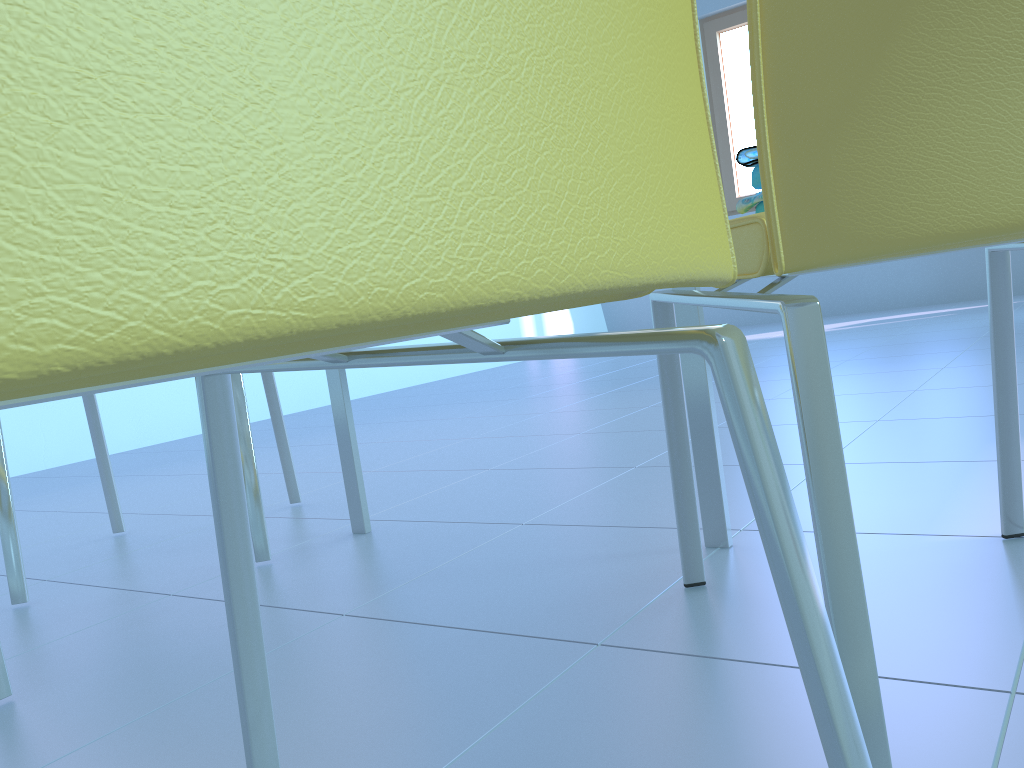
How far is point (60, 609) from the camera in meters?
1.3

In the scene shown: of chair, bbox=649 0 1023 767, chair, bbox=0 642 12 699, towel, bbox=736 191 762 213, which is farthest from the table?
chair, bbox=0 642 12 699

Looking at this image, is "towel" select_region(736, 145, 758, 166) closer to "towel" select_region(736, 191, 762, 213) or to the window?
"towel" select_region(736, 191, 762, 213)

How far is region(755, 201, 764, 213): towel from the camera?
0.75m

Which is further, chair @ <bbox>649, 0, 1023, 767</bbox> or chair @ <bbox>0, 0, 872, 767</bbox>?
chair @ <bbox>649, 0, 1023, 767</bbox>

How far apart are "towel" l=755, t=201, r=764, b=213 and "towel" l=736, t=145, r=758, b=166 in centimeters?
4cm

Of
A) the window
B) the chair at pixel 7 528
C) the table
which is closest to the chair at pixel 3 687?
the chair at pixel 7 528

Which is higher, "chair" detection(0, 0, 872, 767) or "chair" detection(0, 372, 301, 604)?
"chair" detection(0, 0, 872, 767)

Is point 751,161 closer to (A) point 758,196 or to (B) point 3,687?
(A) point 758,196

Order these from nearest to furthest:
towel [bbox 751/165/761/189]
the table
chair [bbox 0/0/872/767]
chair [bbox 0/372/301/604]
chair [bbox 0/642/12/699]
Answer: chair [bbox 0/0/872/767] < towel [bbox 751/165/761/189] < chair [bbox 0/642/12/699] < the table < chair [bbox 0/372/301/604]
